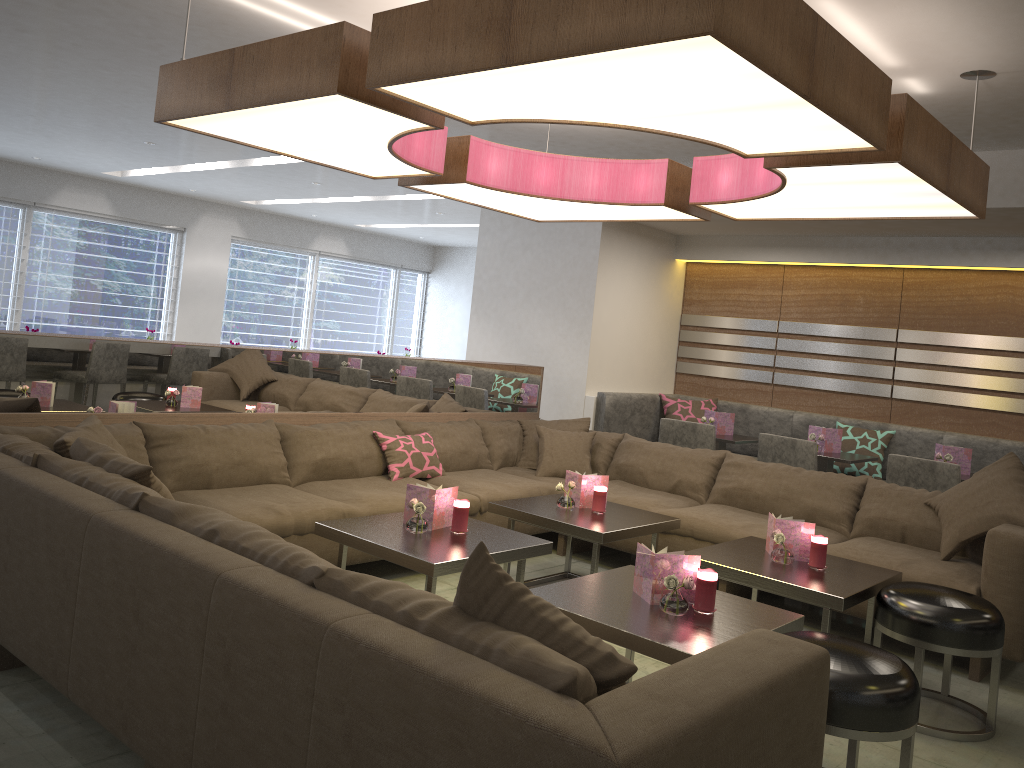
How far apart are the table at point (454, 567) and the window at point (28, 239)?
7.79m

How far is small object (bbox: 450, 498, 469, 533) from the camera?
3.5 meters

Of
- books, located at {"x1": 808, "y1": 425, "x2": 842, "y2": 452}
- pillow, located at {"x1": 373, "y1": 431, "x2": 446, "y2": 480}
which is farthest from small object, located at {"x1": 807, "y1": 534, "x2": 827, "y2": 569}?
books, located at {"x1": 808, "y1": 425, "x2": 842, "y2": 452}

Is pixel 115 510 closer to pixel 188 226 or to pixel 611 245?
pixel 611 245

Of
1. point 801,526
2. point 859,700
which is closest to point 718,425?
point 801,526

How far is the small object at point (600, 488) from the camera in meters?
4.2 m

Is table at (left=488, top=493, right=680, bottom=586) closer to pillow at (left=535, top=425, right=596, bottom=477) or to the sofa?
the sofa

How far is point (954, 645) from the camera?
3.0m

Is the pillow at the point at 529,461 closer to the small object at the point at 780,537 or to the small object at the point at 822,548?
the small object at the point at 780,537

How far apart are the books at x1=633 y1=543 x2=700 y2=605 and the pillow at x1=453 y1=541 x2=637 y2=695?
1.1m
